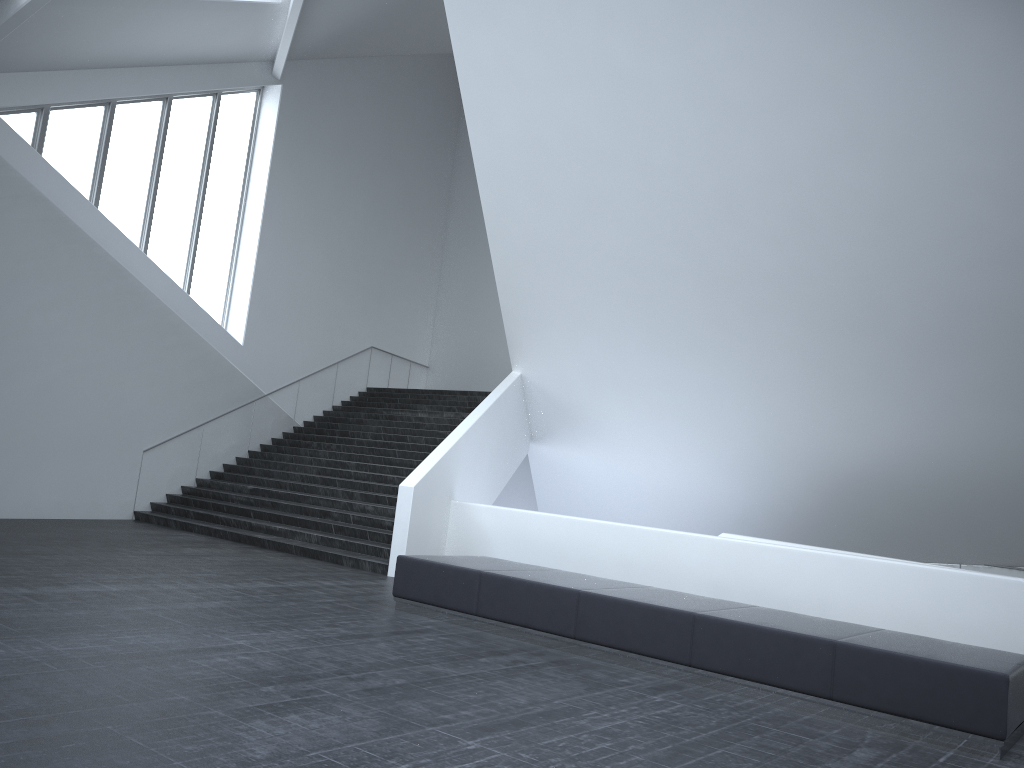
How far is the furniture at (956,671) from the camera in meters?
6.1 m

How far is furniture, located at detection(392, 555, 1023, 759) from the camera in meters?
6.1 m

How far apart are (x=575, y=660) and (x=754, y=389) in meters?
7.2

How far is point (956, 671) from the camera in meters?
6.1 m
